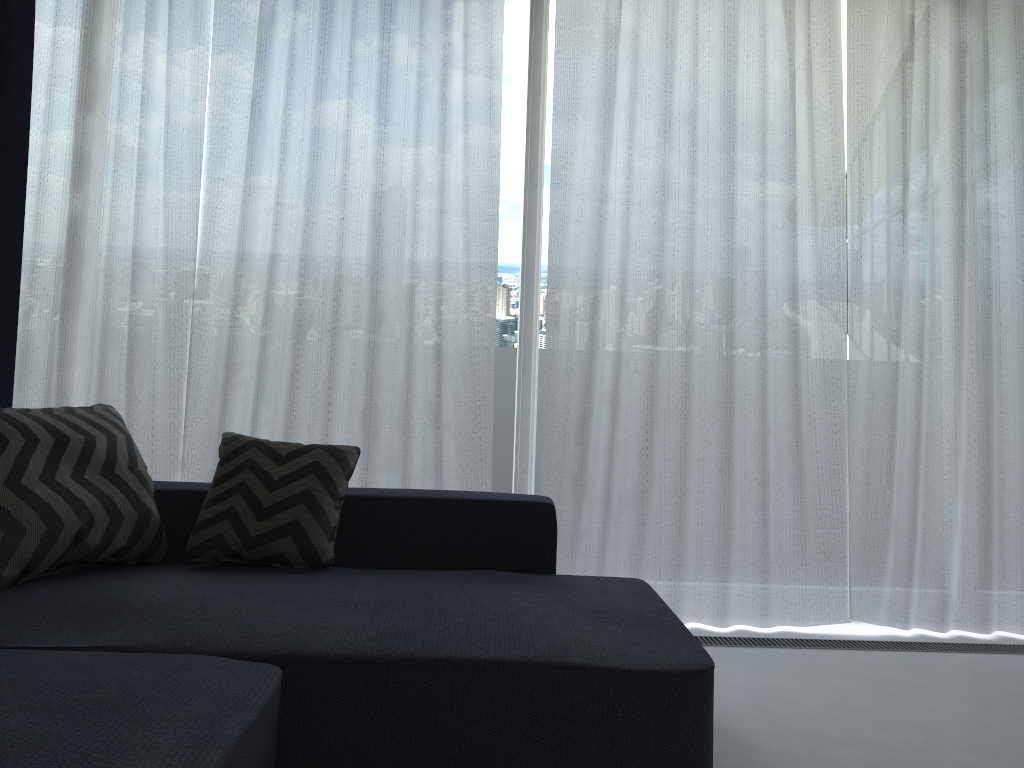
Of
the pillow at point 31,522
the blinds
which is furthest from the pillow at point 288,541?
the blinds

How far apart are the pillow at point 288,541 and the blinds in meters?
0.6

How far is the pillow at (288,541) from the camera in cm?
236

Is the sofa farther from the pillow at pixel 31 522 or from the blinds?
the blinds

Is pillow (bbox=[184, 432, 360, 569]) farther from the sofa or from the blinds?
the blinds

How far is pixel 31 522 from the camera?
2.1m

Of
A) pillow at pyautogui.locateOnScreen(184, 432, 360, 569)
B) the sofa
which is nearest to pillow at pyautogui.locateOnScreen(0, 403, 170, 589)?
the sofa

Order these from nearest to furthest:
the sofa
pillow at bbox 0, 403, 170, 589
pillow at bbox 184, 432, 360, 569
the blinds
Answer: the sofa < pillow at bbox 0, 403, 170, 589 < pillow at bbox 184, 432, 360, 569 < the blinds

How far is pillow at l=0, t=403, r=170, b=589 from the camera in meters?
2.1

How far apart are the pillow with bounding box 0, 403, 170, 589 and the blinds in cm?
62
